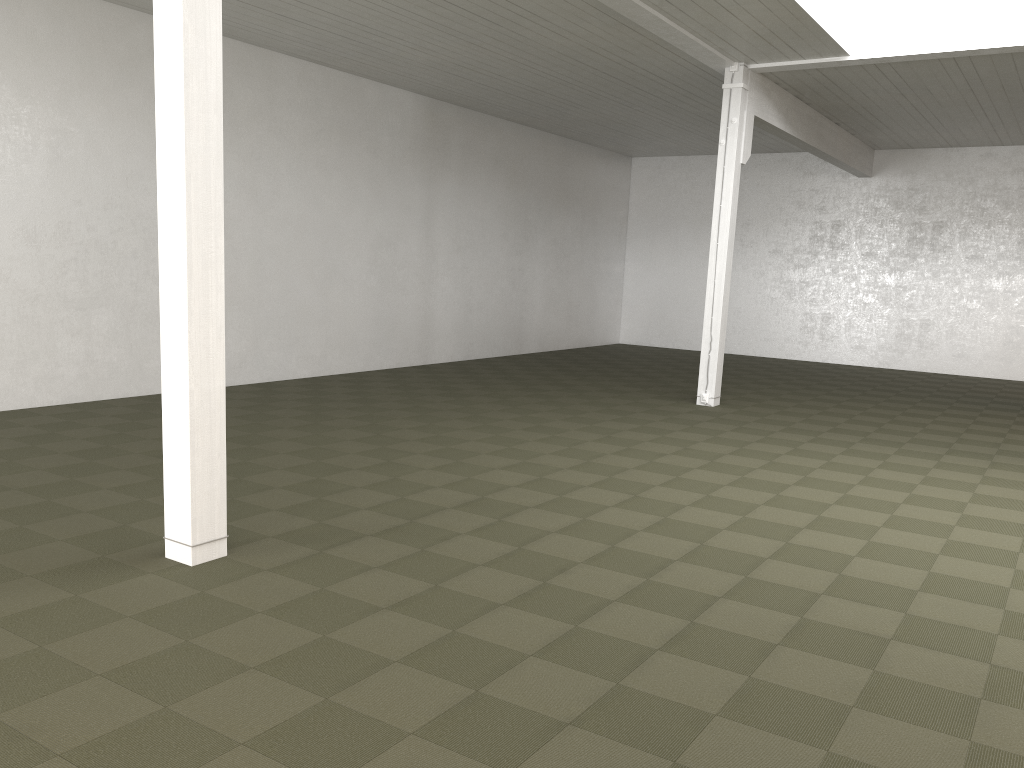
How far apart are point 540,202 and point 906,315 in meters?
8.2 m
